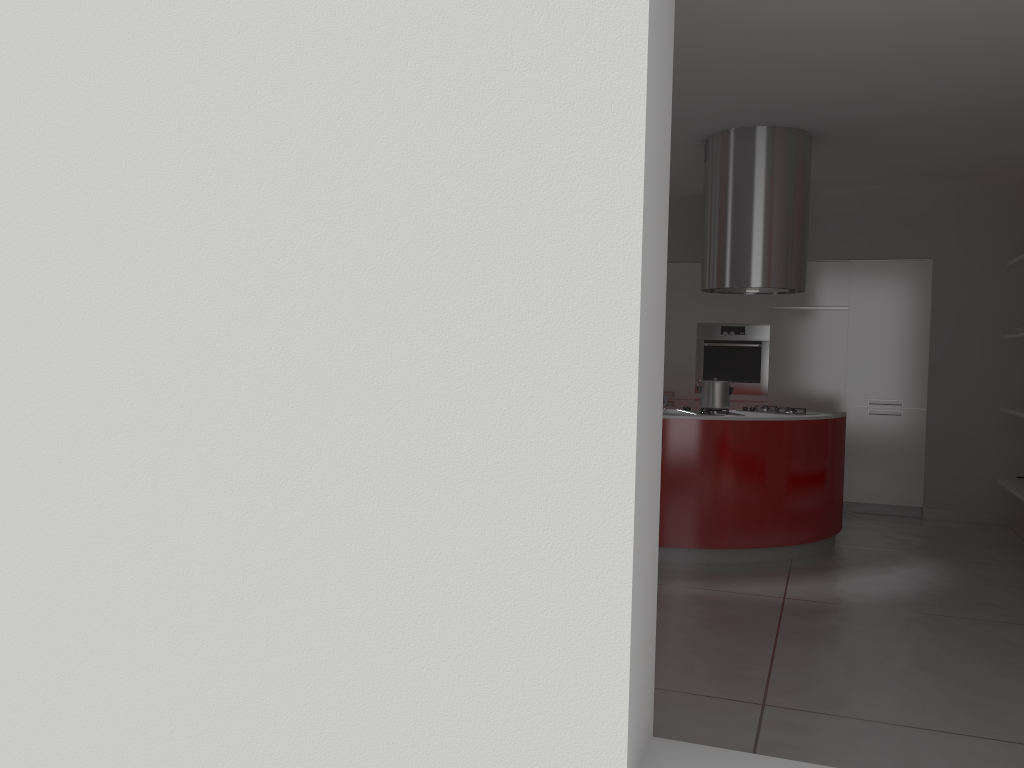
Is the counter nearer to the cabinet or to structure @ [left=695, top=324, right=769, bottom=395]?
the cabinet

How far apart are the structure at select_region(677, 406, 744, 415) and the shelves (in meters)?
1.96

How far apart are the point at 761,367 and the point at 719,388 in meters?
2.2

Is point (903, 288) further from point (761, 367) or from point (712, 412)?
point (712, 412)

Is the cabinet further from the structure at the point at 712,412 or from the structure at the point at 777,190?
the structure at the point at 712,412

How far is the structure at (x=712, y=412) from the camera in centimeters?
540cm

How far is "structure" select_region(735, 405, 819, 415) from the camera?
5.63m

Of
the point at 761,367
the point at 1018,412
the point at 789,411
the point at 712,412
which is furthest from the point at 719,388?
the point at 761,367

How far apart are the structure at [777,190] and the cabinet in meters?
1.6 m

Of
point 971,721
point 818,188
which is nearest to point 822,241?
point 818,188
